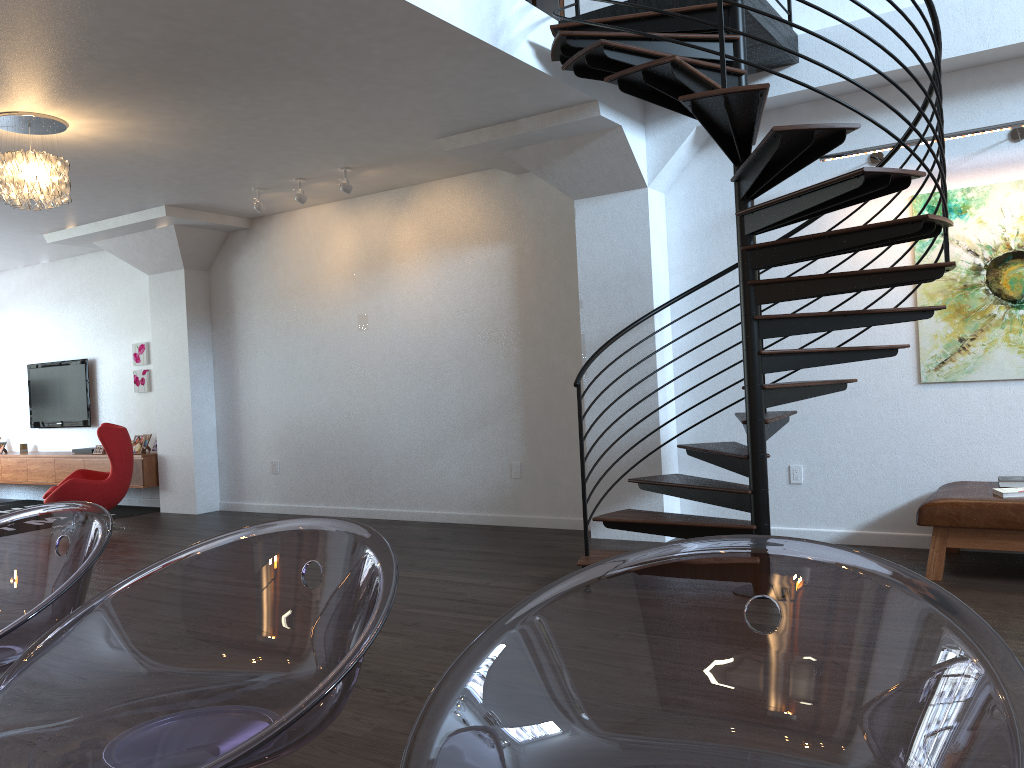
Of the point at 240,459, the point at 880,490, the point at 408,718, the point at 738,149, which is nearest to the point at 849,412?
the point at 880,490

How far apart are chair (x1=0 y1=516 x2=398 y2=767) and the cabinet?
8.8m

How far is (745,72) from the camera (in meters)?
4.70

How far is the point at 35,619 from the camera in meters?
1.3 m

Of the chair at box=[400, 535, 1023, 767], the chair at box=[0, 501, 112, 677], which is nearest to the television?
the chair at box=[0, 501, 112, 677]

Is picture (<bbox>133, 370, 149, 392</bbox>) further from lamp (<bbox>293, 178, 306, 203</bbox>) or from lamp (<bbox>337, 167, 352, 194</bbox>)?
lamp (<bbox>337, 167, 352, 194</bbox>)

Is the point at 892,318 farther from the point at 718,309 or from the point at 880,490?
the point at 718,309

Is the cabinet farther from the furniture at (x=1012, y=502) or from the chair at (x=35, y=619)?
the chair at (x=35, y=619)

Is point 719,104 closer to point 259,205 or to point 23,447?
point 259,205

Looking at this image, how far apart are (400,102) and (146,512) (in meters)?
5.96
